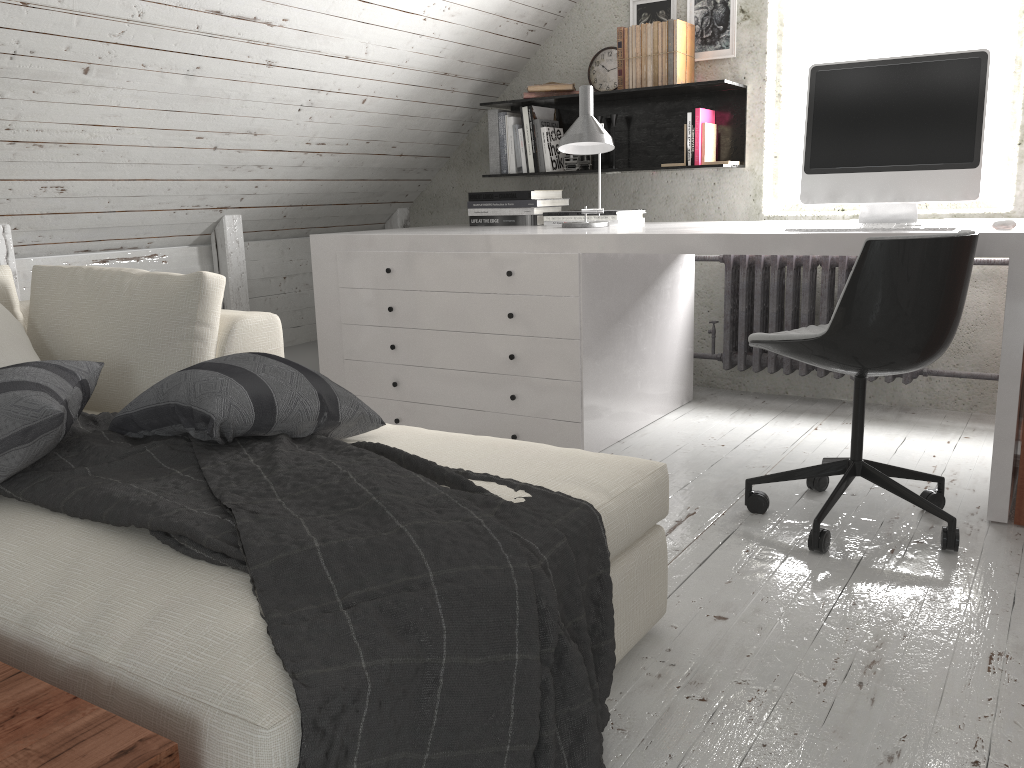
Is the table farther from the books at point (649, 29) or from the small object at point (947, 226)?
the books at point (649, 29)

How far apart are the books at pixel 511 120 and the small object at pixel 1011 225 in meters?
2.2

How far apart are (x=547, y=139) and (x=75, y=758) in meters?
3.5

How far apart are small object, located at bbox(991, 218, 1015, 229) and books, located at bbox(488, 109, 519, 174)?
2.28m

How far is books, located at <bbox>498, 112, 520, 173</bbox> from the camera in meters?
4.0 m

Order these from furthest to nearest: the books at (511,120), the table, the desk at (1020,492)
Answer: the books at (511,120), the desk at (1020,492), the table

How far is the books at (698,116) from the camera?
3.6 meters

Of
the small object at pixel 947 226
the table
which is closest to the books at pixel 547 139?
the small object at pixel 947 226

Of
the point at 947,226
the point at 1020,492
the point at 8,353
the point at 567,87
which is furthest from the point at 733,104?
the point at 8,353

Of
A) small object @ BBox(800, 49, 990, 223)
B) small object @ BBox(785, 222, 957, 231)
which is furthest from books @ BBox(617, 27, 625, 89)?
small object @ BBox(785, 222, 957, 231)
